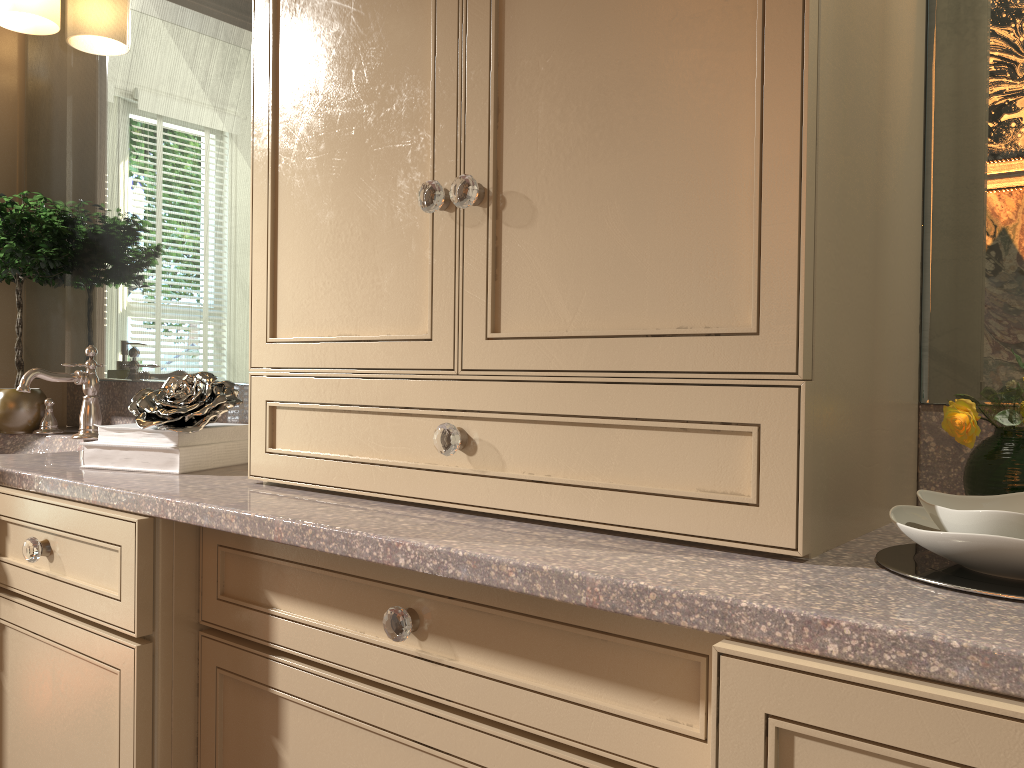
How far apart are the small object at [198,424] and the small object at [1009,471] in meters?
1.0 m

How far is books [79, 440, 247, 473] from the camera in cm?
132

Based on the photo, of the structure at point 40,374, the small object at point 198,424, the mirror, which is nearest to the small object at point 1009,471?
the mirror

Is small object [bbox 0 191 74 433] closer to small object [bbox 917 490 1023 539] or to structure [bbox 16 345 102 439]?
structure [bbox 16 345 102 439]

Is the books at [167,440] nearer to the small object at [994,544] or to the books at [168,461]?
the books at [168,461]

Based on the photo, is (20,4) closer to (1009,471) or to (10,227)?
(10,227)

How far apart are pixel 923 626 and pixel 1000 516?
0.2 meters

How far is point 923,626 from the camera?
0.6 meters

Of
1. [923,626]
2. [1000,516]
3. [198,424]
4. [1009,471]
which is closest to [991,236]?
[1009,471]

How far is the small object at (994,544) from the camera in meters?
0.7
